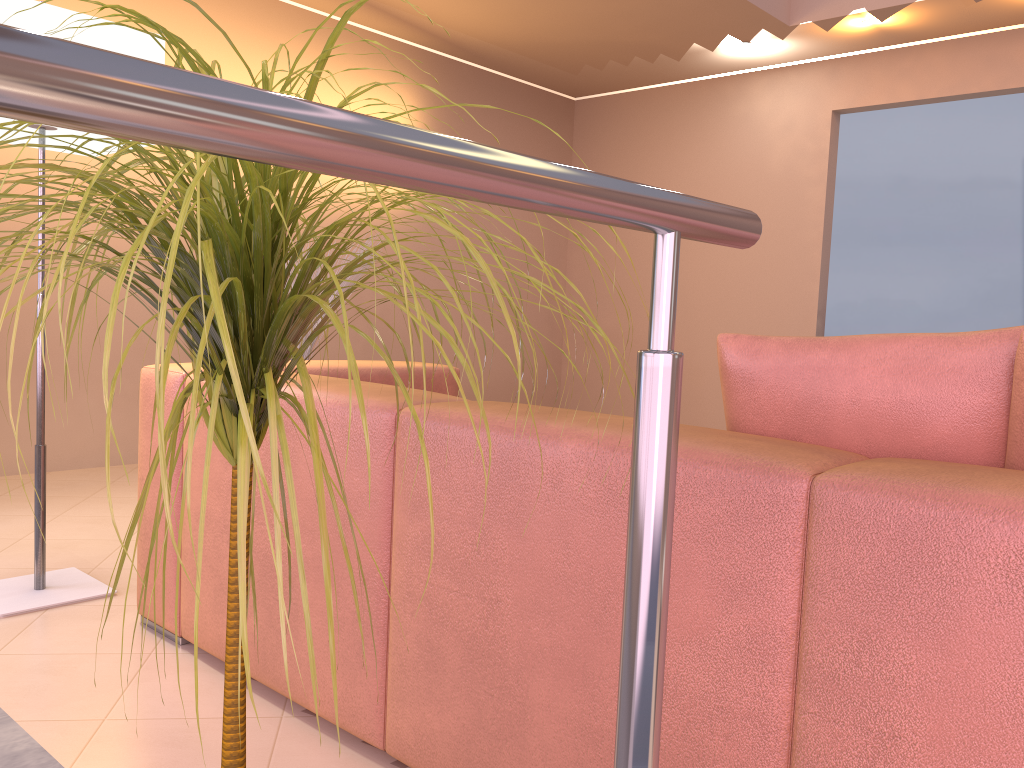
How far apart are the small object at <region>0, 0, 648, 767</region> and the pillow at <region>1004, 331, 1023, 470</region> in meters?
0.8 m

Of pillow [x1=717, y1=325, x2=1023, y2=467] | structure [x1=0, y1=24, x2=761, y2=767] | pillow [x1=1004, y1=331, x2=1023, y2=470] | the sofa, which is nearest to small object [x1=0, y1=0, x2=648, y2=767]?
structure [x1=0, y1=24, x2=761, y2=767]

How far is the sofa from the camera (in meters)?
0.94

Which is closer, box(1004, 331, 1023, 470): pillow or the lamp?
box(1004, 331, 1023, 470): pillow

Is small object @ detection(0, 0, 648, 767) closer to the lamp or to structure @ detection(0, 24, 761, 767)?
structure @ detection(0, 24, 761, 767)

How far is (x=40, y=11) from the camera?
2.1 meters

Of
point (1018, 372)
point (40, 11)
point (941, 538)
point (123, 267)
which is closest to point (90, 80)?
point (123, 267)

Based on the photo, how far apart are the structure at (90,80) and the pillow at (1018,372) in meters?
0.7 m

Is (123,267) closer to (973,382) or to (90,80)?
(90,80)

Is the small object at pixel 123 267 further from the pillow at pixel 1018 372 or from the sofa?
the pillow at pixel 1018 372
